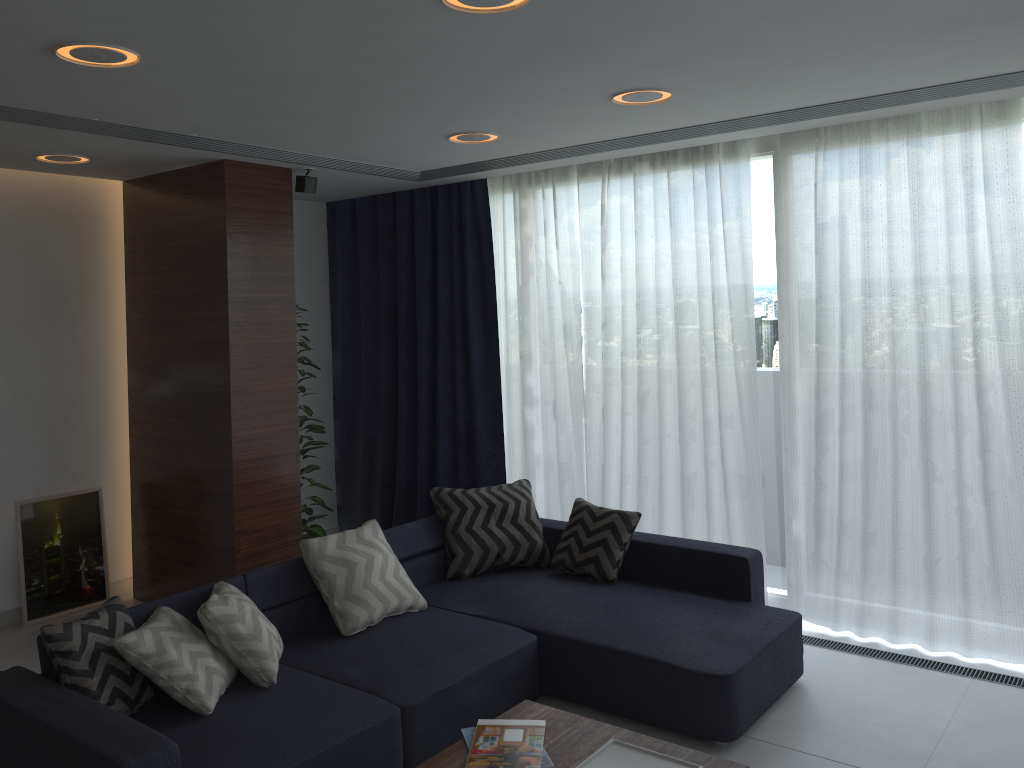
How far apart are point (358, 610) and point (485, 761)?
1.3m

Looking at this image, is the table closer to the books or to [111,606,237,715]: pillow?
the books

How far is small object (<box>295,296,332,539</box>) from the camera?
5.7 meters

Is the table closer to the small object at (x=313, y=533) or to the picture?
the small object at (x=313, y=533)

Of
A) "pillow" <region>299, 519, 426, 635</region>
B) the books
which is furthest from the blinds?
the books

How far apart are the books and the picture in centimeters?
338cm

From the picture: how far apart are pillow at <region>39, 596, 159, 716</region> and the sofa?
0.0 meters

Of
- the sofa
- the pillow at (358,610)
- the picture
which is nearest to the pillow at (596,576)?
the sofa

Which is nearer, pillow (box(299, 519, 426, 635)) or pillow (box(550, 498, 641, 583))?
pillow (box(299, 519, 426, 635))

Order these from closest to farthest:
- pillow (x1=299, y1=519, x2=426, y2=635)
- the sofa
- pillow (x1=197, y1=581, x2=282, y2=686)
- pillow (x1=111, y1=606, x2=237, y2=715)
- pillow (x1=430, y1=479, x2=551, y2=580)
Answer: Result: the sofa < pillow (x1=111, y1=606, x2=237, y2=715) < pillow (x1=197, y1=581, x2=282, y2=686) < pillow (x1=299, y1=519, x2=426, y2=635) < pillow (x1=430, y1=479, x2=551, y2=580)
